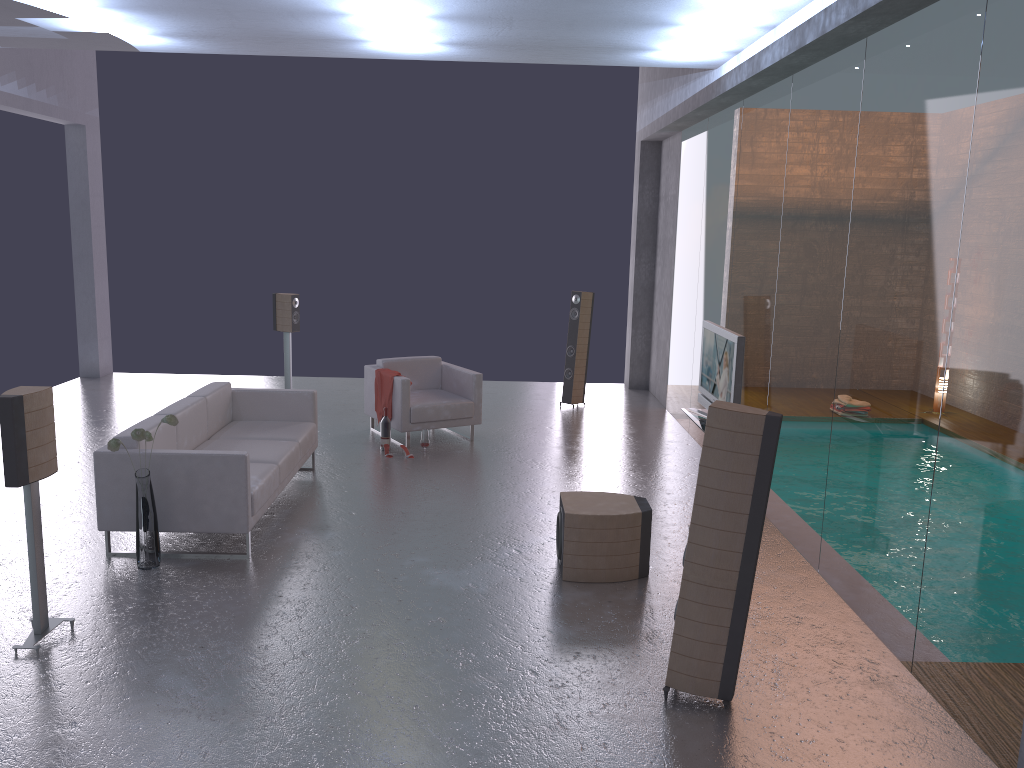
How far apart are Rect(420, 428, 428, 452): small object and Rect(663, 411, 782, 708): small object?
4.9m

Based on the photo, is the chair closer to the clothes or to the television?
the clothes

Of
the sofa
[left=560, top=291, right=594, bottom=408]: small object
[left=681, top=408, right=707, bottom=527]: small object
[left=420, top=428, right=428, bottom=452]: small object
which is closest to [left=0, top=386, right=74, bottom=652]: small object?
the sofa

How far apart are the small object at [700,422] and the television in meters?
0.1 m

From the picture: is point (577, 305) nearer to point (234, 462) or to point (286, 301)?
point (286, 301)

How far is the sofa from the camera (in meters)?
5.83

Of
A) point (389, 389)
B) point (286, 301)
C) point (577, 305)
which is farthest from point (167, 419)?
point (577, 305)

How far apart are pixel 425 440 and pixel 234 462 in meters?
3.2

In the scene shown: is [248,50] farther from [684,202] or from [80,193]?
[80,193]

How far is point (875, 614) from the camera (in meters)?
5.10
